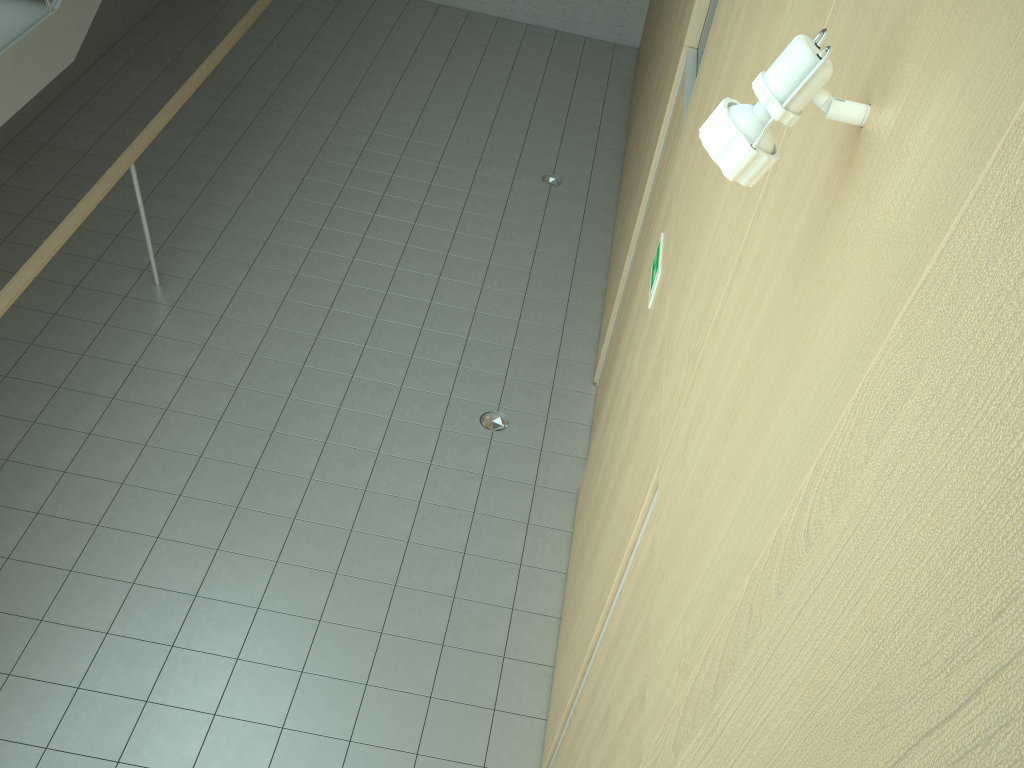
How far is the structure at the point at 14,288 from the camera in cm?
448

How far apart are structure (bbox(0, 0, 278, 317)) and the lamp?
4.2m

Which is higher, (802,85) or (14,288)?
(802,85)

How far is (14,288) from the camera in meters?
4.5

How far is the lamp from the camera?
1.28m

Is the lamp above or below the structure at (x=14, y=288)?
above

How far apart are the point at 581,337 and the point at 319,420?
2.13m

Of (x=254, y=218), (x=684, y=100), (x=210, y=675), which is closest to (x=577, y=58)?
(x=254, y=218)

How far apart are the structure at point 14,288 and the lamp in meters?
4.2 m

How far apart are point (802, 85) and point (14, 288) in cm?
443
